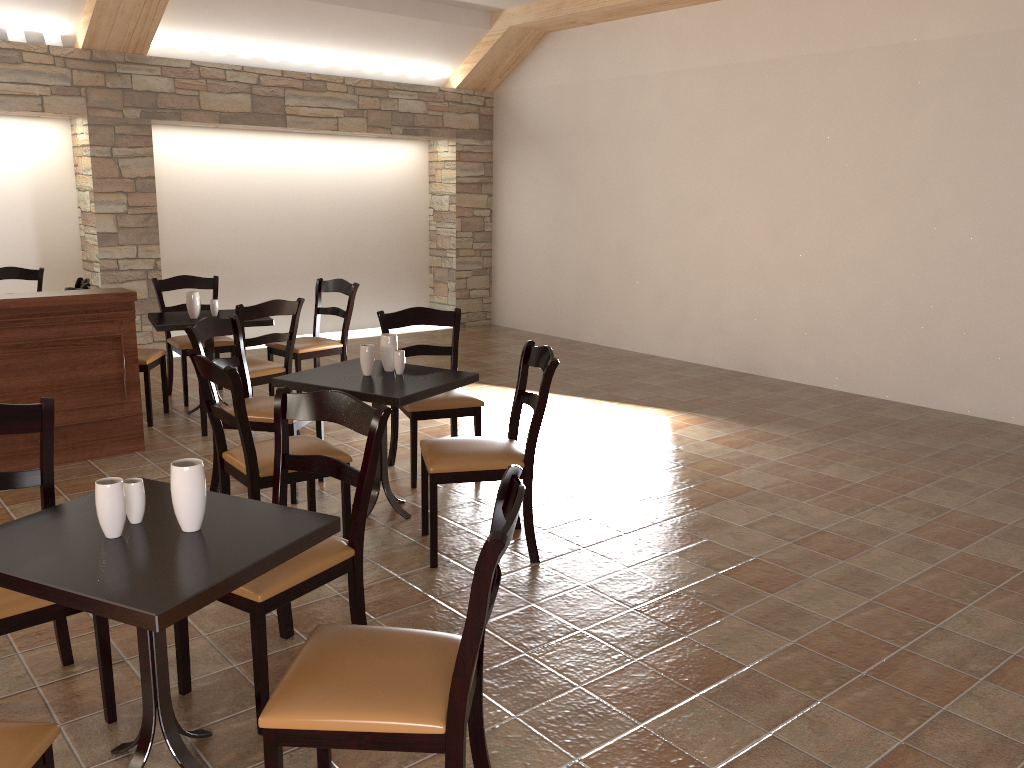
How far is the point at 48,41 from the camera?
6.9 meters

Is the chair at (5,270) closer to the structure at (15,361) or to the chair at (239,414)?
the structure at (15,361)

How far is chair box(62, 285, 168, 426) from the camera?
5.48m

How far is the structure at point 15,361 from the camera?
4.6 meters

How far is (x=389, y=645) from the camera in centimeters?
203cm

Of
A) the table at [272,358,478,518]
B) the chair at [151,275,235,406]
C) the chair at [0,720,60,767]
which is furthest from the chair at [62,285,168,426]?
the chair at [0,720,60,767]

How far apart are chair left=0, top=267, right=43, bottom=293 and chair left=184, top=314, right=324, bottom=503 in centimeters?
336cm

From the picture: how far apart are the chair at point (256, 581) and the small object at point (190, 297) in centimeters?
313cm

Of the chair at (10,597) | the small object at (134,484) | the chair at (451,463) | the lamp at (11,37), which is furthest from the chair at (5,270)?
the small object at (134,484)

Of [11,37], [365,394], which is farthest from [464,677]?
[11,37]
